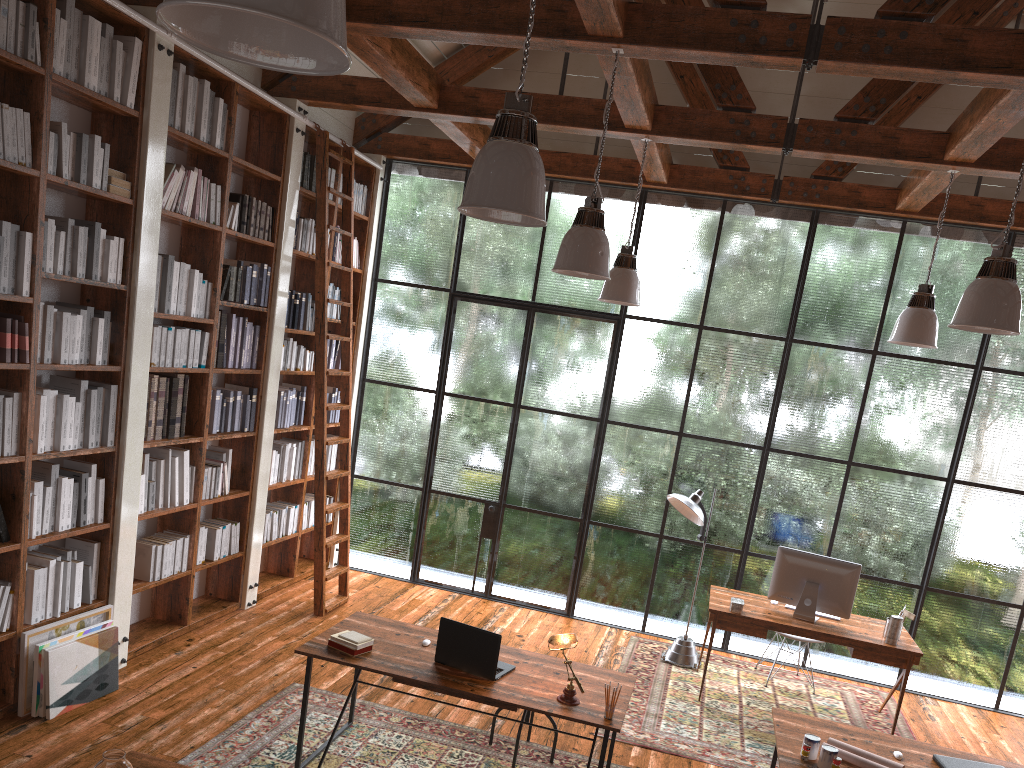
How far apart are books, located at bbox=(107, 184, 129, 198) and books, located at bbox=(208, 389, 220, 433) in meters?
1.5

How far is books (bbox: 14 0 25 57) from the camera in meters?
3.9

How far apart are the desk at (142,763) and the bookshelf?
1.7 meters

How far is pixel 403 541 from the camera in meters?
7.8

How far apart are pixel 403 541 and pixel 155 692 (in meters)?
3.18

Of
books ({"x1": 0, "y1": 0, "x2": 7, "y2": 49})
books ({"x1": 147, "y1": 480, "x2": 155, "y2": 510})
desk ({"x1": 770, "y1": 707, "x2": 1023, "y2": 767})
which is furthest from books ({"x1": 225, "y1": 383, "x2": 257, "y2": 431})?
desk ({"x1": 770, "y1": 707, "x2": 1023, "y2": 767})

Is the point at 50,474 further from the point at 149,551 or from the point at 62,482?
the point at 149,551

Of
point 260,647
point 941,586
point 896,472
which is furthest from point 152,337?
point 941,586

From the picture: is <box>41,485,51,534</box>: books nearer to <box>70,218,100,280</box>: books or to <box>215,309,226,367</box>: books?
<box>70,218,100,280</box>: books

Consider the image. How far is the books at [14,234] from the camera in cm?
404
